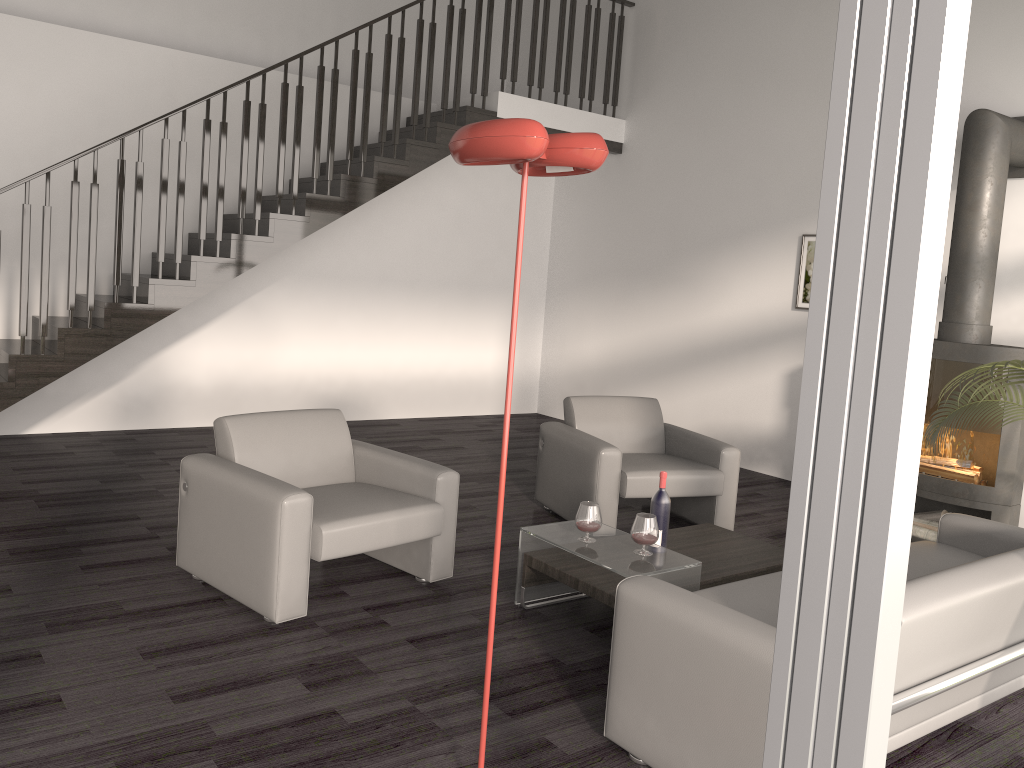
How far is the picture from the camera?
6.79m

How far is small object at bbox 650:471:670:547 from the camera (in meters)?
3.91

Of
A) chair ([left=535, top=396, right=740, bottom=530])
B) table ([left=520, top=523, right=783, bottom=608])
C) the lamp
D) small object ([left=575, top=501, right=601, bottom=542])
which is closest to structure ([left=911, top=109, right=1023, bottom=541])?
chair ([left=535, top=396, right=740, bottom=530])

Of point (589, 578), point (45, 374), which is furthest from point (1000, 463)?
point (45, 374)

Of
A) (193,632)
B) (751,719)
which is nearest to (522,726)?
(751,719)

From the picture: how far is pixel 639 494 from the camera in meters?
4.9

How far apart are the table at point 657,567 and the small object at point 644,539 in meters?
0.0

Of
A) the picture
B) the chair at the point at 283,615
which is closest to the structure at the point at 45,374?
the picture

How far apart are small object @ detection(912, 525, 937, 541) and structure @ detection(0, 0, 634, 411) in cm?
449

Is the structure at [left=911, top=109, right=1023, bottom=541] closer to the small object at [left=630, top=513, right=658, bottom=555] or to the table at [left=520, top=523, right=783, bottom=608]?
the table at [left=520, top=523, right=783, bottom=608]
